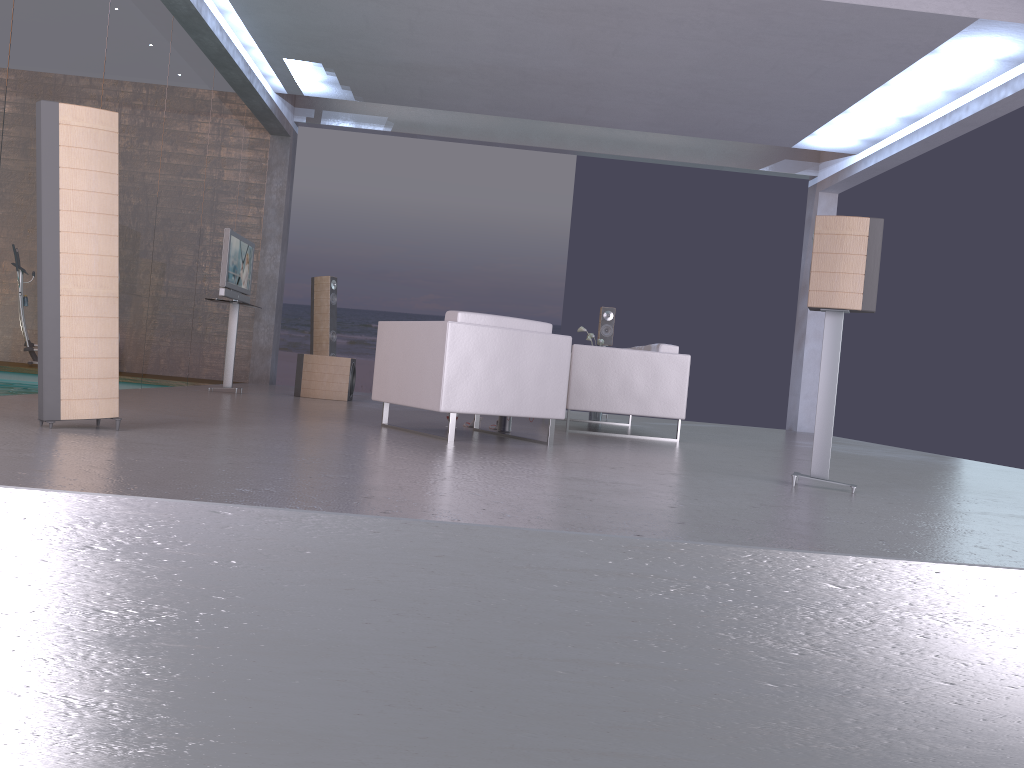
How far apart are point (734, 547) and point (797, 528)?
0.6 meters

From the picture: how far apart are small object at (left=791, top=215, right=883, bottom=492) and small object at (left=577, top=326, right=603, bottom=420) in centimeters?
537cm

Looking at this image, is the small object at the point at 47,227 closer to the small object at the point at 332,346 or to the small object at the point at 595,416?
the small object at the point at 595,416

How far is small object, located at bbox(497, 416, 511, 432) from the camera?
6.62m

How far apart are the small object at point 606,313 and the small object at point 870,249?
6.3 meters

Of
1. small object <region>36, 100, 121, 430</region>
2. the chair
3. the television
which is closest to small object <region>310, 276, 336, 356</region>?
the television

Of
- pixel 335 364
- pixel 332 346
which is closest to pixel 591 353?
pixel 335 364

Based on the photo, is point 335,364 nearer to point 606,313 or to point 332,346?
point 332,346

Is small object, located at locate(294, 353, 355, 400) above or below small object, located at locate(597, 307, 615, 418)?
below

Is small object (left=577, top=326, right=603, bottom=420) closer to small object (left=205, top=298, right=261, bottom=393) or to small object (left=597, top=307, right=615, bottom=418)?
small object (left=597, top=307, right=615, bottom=418)
